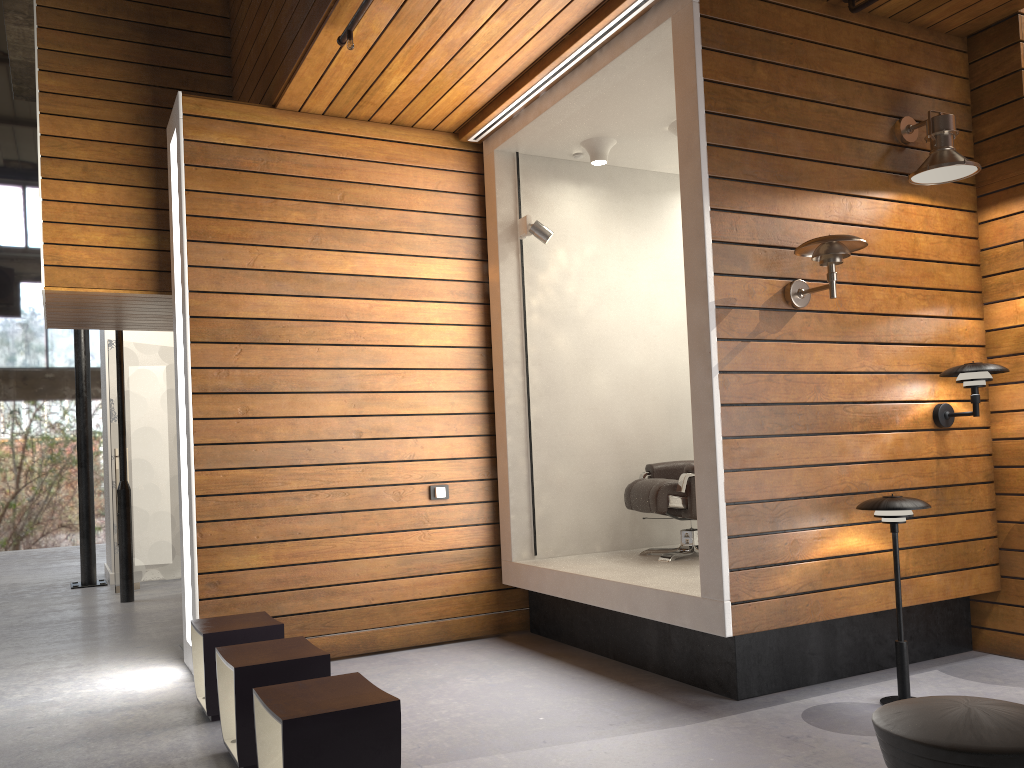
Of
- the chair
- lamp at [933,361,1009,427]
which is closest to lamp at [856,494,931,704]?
lamp at [933,361,1009,427]

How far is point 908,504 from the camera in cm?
352

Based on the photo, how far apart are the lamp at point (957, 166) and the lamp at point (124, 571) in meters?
6.3 m

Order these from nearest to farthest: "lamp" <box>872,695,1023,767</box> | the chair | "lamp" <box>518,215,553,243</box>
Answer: "lamp" <box>872,695,1023,767</box> → the chair → "lamp" <box>518,215,553,243</box>

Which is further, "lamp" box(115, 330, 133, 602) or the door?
the door

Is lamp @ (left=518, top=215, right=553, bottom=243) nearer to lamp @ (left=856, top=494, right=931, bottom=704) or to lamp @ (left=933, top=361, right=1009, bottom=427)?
lamp @ (left=933, top=361, right=1009, bottom=427)

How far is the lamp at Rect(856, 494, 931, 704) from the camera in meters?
3.5 m

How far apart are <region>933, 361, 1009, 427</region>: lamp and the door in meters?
6.8

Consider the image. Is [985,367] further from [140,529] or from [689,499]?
[140,529]

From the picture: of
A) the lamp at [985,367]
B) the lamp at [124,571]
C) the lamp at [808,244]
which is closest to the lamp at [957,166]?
the lamp at [808,244]
